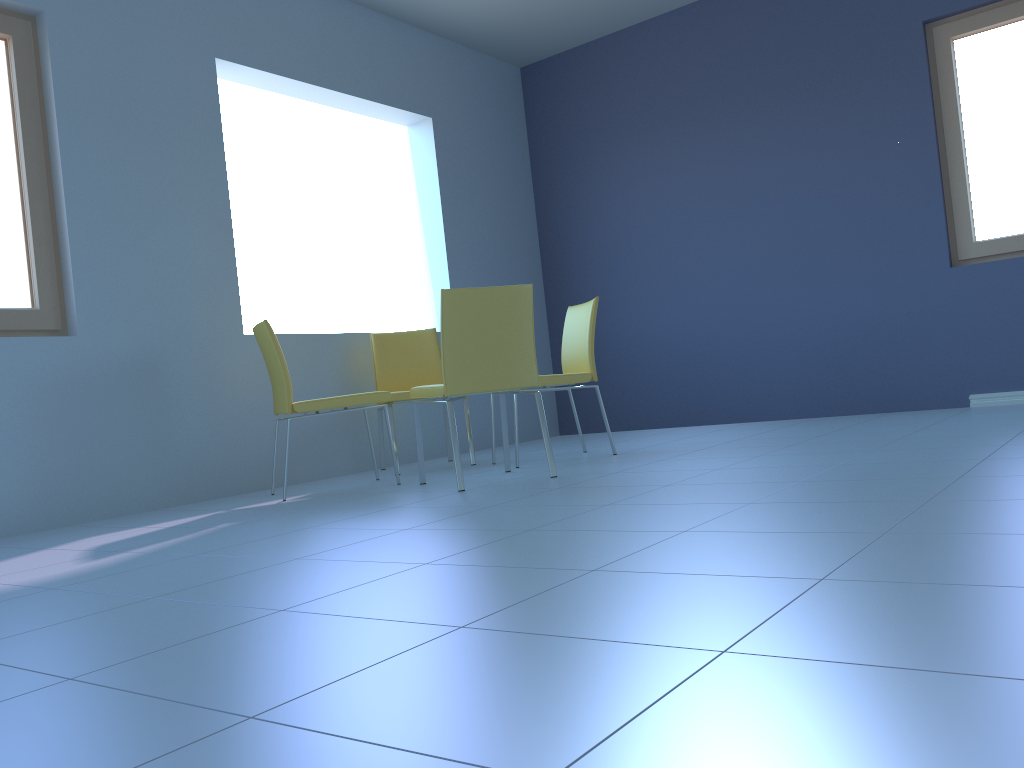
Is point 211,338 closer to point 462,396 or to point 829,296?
point 462,396

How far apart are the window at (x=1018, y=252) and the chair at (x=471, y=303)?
2.6 meters

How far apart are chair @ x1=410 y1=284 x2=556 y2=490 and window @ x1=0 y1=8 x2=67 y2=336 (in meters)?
1.37

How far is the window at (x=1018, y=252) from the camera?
4.4m

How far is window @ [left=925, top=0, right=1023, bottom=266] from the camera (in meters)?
4.37

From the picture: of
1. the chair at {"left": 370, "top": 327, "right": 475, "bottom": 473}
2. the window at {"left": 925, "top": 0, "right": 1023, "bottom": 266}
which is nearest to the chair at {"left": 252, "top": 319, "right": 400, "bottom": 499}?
the chair at {"left": 370, "top": 327, "right": 475, "bottom": 473}

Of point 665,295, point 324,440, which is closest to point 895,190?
point 665,295

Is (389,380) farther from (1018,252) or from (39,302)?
(1018,252)

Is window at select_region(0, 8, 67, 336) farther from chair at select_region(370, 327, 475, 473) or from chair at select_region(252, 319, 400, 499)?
chair at select_region(370, 327, 475, 473)

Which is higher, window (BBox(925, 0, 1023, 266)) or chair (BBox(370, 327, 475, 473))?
window (BBox(925, 0, 1023, 266))
